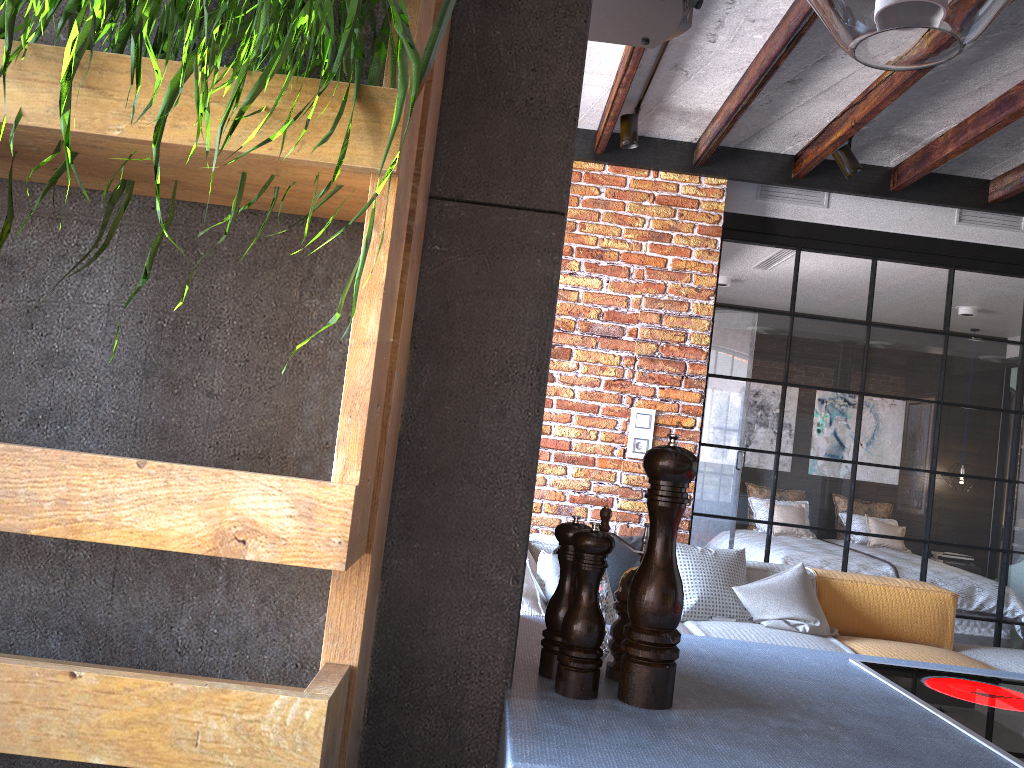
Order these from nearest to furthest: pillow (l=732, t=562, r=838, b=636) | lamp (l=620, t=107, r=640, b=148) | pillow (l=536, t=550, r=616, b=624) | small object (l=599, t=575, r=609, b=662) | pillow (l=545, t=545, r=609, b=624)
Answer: small object (l=599, t=575, r=609, b=662)
pillow (l=545, t=545, r=609, b=624)
pillow (l=536, t=550, r=616, b=624)
pillow (l=732, t=562, r=838, b=636)
lamp (l=620, t=107, r=640, b=148)

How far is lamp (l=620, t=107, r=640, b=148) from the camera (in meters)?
4.12

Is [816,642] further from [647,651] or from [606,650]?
[647,651]

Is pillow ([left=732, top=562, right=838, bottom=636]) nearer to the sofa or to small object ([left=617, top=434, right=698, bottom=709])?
the sofa

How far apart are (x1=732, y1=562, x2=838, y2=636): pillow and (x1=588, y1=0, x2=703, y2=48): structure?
2.45m

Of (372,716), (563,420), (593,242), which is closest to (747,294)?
(593,242)

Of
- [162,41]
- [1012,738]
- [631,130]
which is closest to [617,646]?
[1012,738]

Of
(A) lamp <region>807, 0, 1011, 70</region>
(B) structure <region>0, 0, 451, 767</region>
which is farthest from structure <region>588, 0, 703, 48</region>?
(B) structure <region>0, 0, 451, 767</region>

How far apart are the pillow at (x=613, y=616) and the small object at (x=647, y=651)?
2.1 meters

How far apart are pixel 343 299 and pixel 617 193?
4.01m
